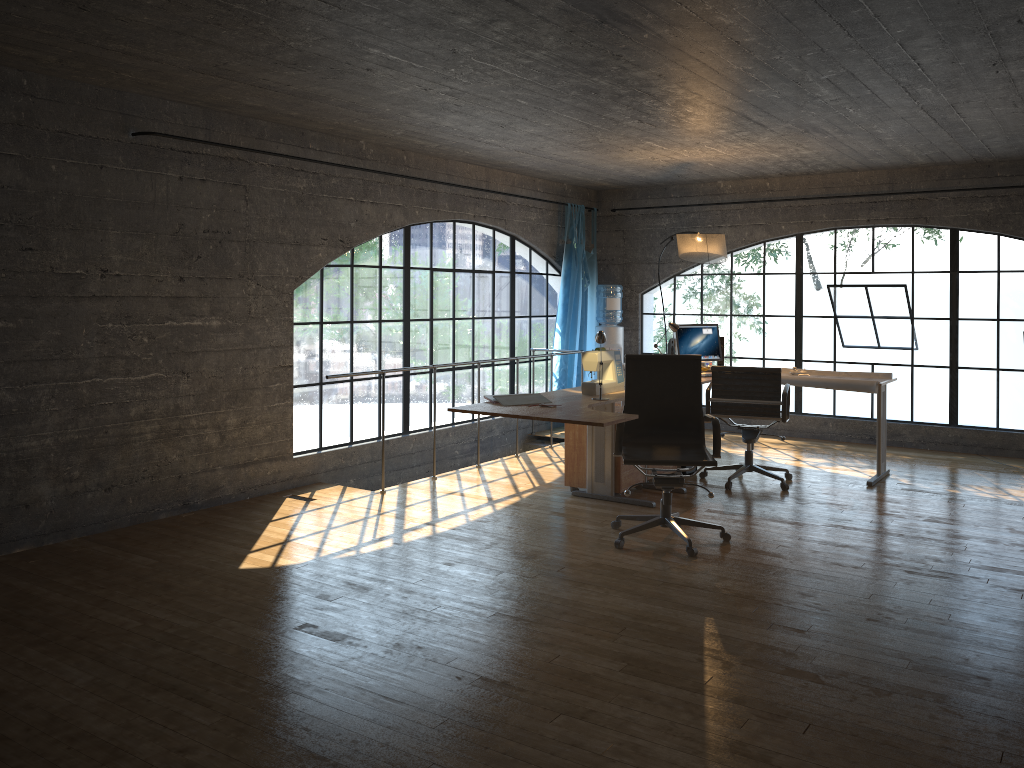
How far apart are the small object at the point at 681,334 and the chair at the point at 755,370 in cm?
77

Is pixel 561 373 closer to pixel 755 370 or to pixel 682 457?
pixel 755 370

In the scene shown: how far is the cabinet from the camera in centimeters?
591cm

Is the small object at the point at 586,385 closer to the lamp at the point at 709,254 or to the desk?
the desk

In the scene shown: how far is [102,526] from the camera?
5.1 meters

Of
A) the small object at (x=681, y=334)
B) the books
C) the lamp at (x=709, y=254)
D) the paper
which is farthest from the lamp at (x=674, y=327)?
the books

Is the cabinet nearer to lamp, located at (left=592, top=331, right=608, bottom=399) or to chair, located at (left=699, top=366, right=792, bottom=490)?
chair, located at (left=699, top=366, right=792, bottom=490)

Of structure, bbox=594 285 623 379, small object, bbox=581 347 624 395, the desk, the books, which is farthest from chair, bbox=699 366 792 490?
structure, bbox=594 285 623 379

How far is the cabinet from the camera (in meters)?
5.91

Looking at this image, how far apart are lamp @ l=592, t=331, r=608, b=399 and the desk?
0.4 meters
